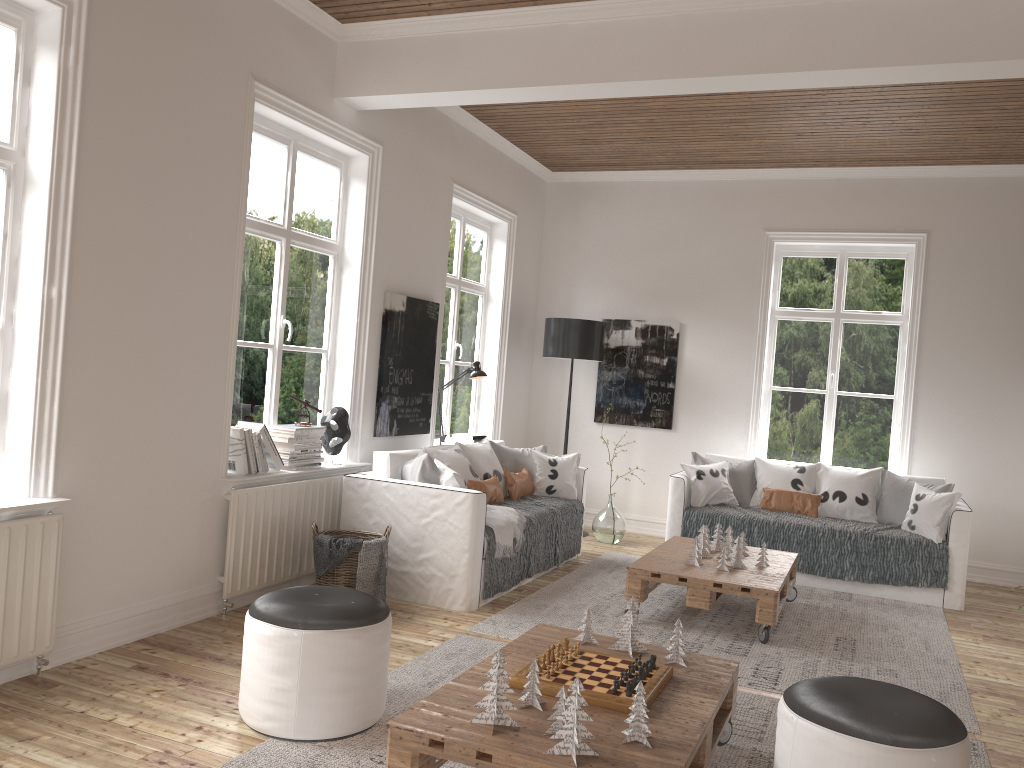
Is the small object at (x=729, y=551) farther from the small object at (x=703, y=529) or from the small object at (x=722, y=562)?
the small object at (x=722, y=562)

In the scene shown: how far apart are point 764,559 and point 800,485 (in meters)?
1.56

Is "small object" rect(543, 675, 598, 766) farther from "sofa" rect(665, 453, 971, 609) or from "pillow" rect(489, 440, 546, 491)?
"sofa" rect(665, 453, 971, 609)

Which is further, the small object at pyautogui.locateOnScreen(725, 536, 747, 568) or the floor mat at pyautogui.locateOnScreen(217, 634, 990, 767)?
the small object at pyautogui.locateOnScreen(725, 536, 747, 568)

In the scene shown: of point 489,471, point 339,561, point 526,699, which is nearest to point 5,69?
point 339,561

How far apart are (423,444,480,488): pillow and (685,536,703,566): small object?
1.32m

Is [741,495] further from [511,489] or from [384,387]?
[384,387]

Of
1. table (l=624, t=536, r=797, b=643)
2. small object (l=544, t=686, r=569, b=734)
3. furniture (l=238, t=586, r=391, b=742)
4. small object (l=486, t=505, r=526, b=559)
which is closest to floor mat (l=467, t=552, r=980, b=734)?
table (l=624, t=536, r=797, b=643)

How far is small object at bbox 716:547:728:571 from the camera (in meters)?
4.83

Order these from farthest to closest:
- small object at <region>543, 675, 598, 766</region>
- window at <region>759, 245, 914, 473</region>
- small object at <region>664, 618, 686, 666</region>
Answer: window at <region>759, 245, 914, 473</region>
small object at <region>664, 618, 686, 666</region>
small object at <region>543, 675, 598, 766</region>
